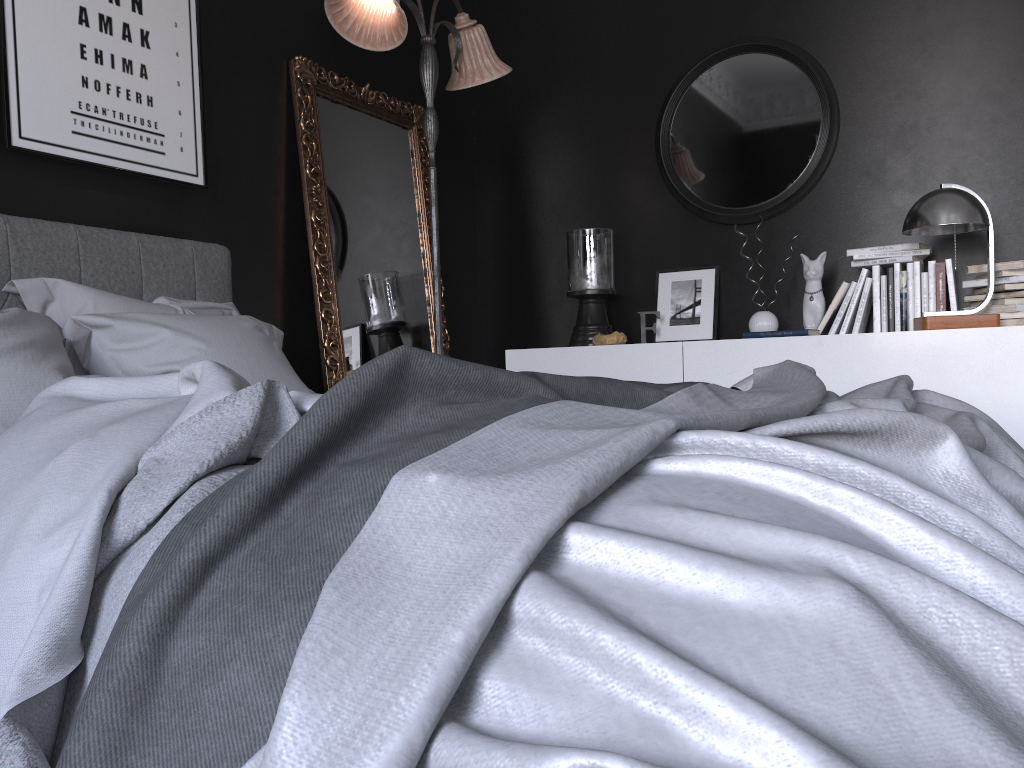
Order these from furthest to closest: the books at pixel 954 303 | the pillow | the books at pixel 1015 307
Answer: the books at pixel 954 303 < the books at pixel 1015 307 < the pillow

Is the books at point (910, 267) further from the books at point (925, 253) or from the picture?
the picture

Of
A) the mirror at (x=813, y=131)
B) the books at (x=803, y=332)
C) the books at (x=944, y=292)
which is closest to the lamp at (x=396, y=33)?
the mirror at (x=813, y=131)

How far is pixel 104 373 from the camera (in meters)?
2.49

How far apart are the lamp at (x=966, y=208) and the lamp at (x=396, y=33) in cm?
183

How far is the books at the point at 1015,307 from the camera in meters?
3.6 m

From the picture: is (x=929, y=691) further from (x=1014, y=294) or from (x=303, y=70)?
(x=303, y=70)

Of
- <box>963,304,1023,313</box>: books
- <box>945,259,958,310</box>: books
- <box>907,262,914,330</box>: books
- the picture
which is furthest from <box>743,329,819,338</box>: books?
the picture

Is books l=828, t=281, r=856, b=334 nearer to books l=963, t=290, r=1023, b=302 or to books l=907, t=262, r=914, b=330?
books l=907, t=262, r=914, b=330

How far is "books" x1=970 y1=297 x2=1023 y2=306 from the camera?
3.6 meters
